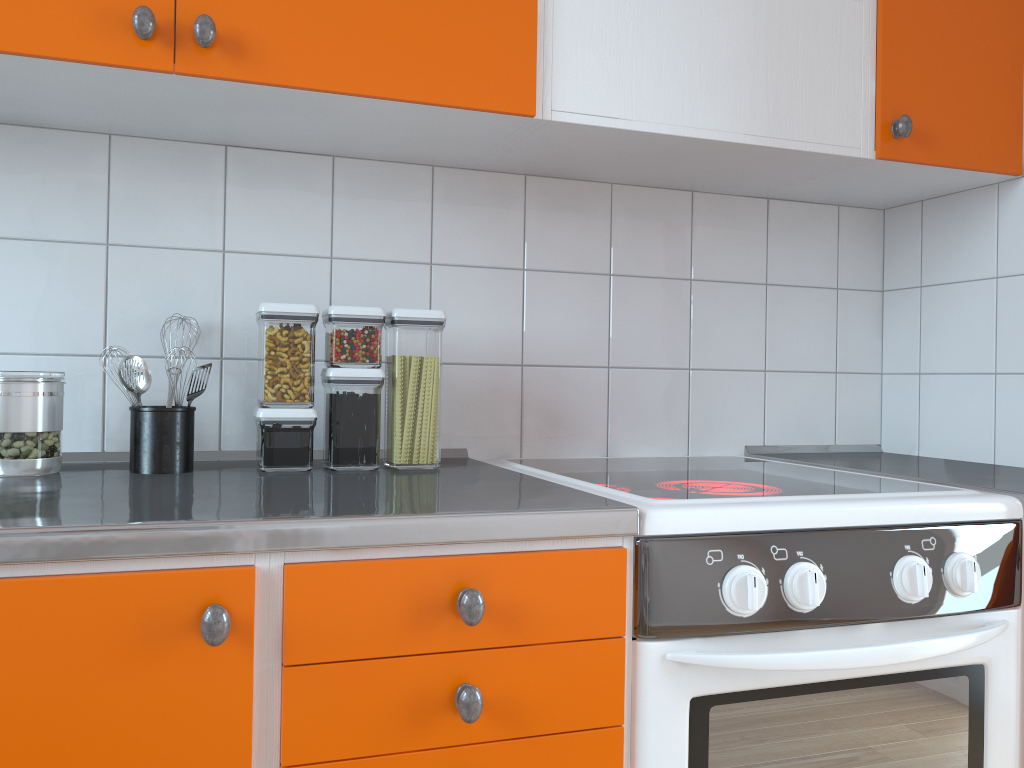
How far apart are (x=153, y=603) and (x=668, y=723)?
0.61m

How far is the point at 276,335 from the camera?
1.36m

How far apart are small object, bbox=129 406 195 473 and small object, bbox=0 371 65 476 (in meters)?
0.10

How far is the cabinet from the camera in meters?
0.9

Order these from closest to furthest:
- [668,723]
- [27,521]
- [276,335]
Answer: [27,521] < [668,723] < [276,335]

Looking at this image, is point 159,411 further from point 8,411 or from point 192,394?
point 8,411

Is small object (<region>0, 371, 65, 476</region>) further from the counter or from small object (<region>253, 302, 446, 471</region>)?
small object (<region>253, 302, 446, 471</region>)

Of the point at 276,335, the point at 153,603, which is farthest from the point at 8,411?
the point at 153,603

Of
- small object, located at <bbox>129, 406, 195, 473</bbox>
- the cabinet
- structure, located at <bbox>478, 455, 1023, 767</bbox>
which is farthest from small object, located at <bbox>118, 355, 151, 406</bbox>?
structure, located at <bbox>478, 455, 1023, 767</bbox>

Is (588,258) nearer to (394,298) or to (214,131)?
(394,298)
